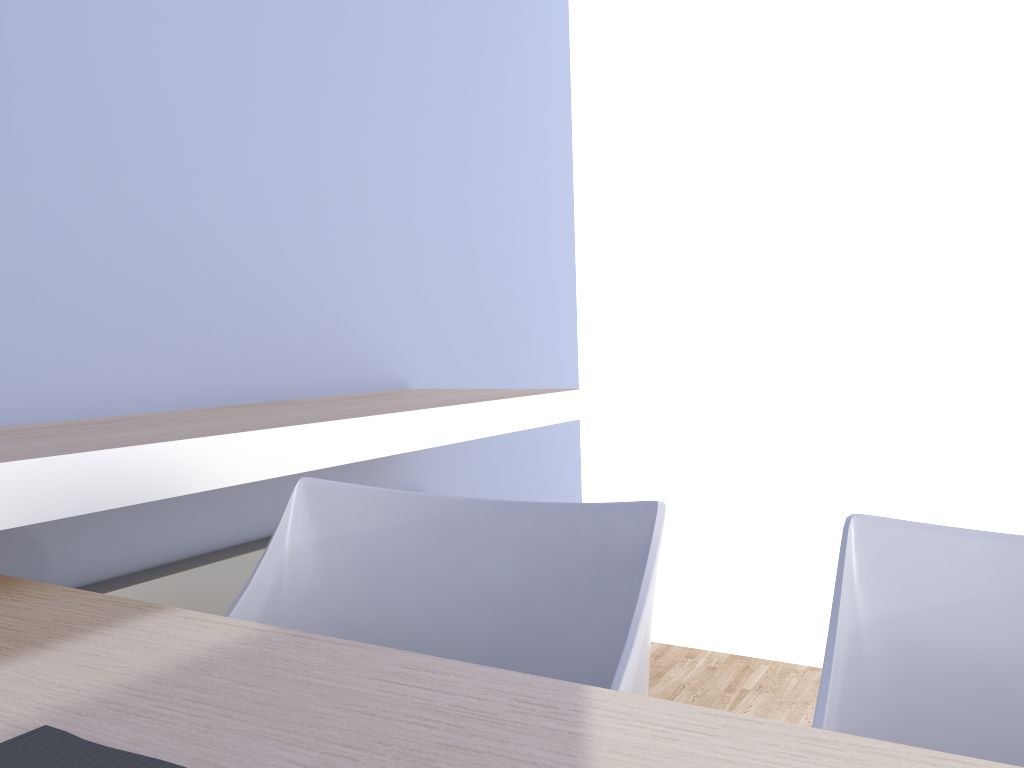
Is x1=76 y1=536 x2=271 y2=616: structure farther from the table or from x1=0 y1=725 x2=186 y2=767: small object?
x1=0 y1=725 x2=186 y2=767: small object

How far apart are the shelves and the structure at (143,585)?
0.25m

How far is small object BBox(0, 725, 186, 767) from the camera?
0.5 meters

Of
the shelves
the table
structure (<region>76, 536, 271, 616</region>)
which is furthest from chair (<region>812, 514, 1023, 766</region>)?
structure (<region>76, 536, 271, 616</region>)

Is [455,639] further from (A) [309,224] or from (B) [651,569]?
(A) [309,224]

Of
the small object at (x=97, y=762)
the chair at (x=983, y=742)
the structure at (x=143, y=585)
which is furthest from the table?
the structure at (x=143, y=585)

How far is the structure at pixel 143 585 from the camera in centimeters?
137cm

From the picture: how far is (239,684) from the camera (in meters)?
0.58

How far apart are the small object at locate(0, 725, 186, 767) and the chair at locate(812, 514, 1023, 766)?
0.4 meters

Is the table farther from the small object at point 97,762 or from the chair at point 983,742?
the chair at point 983,742
